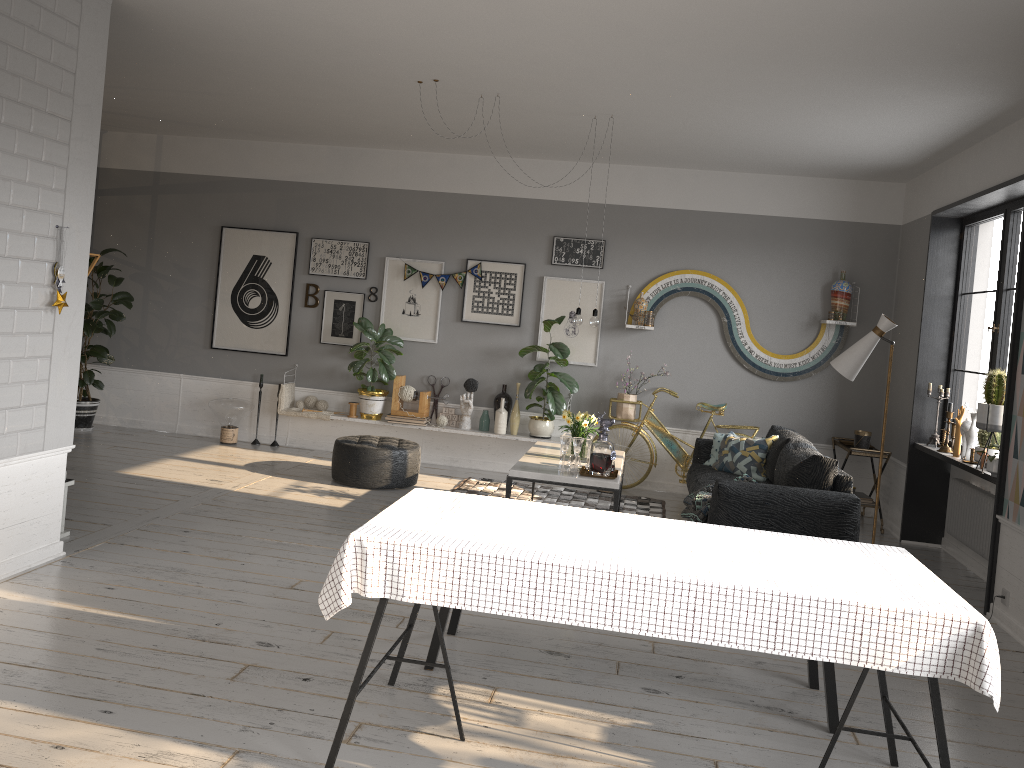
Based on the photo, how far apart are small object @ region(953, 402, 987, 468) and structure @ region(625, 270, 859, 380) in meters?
1.6

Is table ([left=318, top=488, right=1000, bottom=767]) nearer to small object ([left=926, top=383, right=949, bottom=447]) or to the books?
small object ([left=926, top=383, right=949, bottom=447])

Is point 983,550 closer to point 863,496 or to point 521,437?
point 863,496

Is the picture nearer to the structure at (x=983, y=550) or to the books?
the books

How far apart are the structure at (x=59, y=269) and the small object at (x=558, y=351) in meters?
4.4

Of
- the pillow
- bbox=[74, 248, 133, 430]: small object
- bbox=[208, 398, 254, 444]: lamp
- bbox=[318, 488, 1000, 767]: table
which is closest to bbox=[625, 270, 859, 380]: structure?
the pillow

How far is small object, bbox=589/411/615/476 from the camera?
5.8m

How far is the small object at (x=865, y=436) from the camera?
7.3 meters

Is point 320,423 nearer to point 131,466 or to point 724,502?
point 131,466

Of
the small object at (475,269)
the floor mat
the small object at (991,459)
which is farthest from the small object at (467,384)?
the small object at (991,459)
